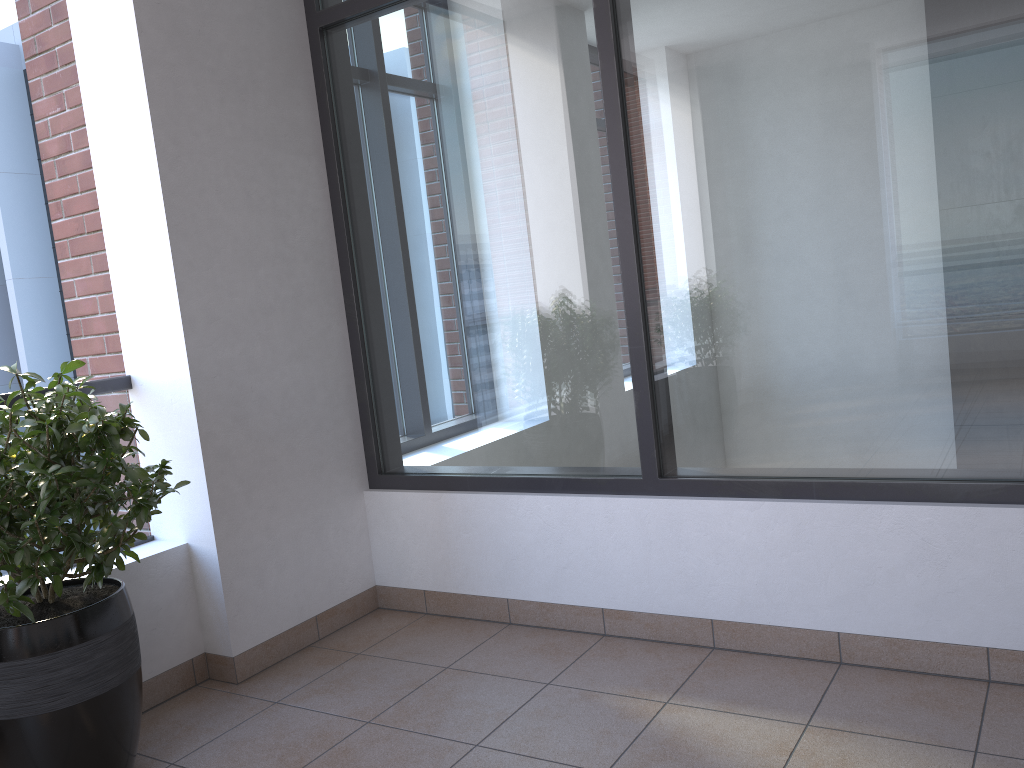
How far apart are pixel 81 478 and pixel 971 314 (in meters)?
2.38

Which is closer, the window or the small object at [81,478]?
the small object at [81,478]

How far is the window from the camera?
2.4 meters

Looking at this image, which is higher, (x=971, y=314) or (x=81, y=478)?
(x=971, y=314)

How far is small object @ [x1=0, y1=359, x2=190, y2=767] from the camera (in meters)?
2.19

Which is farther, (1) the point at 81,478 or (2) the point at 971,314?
(2) the point at 971,314

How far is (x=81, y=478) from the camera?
2.2 meters

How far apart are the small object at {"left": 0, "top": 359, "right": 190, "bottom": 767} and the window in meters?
1.2

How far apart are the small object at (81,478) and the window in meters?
1.2 m

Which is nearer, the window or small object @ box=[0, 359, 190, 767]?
small object @ box=[0, 359, 190, 767]
